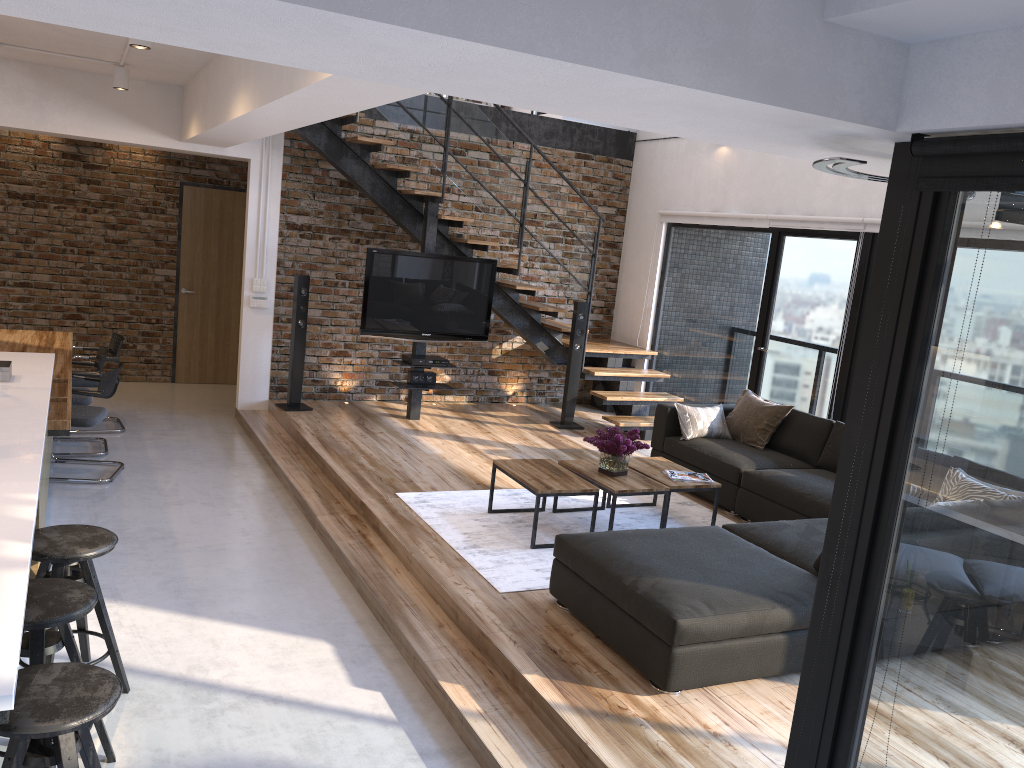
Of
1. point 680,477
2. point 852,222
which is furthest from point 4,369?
point 852,222

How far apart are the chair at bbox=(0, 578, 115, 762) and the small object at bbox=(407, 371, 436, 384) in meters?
5.0

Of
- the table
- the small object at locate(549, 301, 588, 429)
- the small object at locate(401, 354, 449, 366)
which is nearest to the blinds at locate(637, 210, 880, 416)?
the small object at locate(549, 301, 588, 429)

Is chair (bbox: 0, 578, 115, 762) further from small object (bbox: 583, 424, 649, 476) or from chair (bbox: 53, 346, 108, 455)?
chair (bbox: 53, 346, 108, 455)

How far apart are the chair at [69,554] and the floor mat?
1.7m

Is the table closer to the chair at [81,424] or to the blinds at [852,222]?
the blinds at [852,222]

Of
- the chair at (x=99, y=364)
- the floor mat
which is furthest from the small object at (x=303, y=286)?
the floor mat

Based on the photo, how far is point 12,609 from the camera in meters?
2.2

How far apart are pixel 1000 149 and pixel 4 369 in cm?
463

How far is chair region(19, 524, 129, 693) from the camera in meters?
3.2
